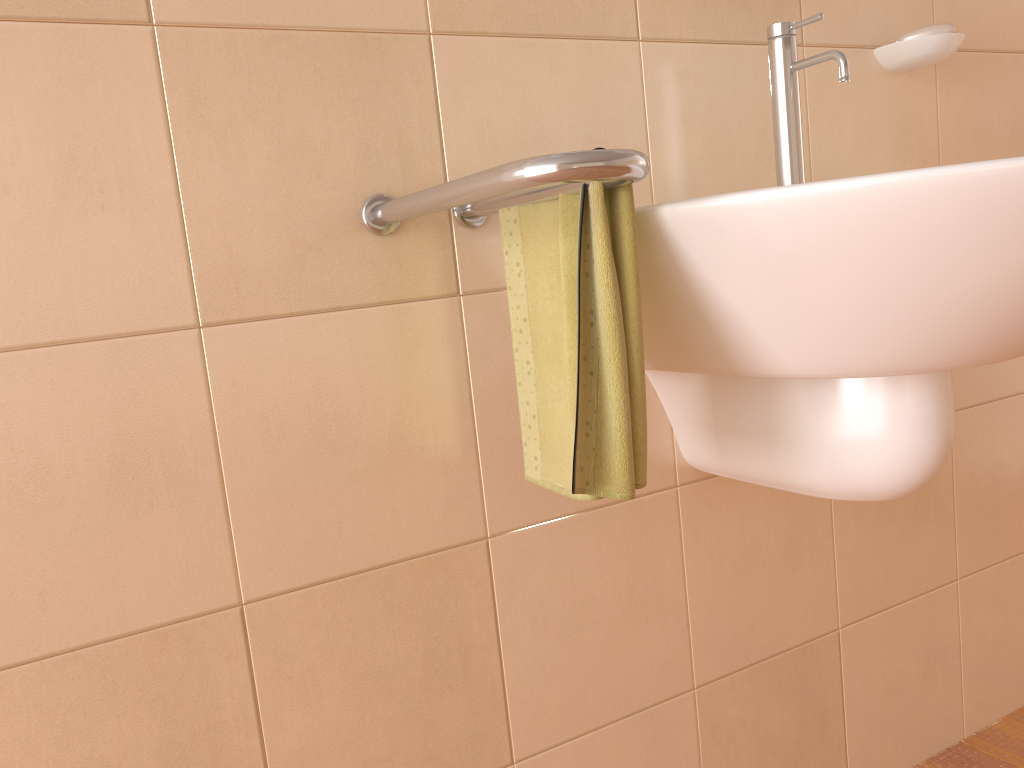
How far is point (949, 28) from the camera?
1.2m

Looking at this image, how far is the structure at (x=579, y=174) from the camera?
0.62m

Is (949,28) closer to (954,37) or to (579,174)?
(954,37)

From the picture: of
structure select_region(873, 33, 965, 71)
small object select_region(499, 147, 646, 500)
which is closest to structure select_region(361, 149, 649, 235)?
small object select_region(499, 147, 646, 500)

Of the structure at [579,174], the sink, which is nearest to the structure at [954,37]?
the sink

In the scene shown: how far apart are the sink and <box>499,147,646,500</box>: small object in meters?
0.0 m

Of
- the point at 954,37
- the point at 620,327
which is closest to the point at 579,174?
the point at 620,327

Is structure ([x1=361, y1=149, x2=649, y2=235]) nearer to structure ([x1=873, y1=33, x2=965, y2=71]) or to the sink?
the sink

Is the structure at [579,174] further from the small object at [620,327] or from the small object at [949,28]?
the small object at [949,28]

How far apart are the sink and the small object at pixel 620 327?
0.0 meters
